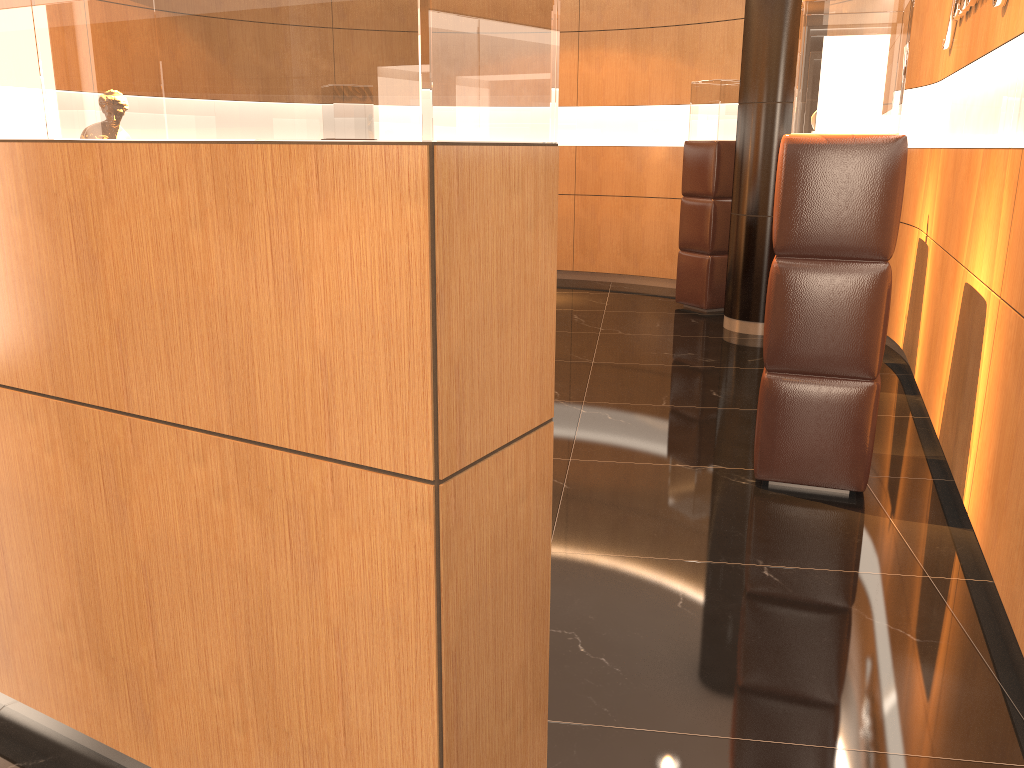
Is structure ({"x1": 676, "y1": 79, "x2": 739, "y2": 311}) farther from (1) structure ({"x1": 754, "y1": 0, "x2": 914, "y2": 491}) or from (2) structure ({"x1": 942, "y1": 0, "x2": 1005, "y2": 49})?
(1) structure ({"x1": 754, "y1": 0, "x2": 914, "y2": 491})

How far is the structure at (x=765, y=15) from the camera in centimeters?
652cm

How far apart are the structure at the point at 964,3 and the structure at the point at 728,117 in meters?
2.6 m

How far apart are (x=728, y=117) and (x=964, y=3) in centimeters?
318cm

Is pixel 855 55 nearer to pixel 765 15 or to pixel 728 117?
pixel 765 15

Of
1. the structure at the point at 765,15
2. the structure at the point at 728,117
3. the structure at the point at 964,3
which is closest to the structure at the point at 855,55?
the structure at the point at 964,3

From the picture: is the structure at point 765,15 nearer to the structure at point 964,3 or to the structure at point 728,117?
the structure at point 728,117

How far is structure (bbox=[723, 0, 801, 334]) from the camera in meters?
6.5 m

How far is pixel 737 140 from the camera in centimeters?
694cm

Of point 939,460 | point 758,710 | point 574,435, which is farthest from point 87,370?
point 939,460
